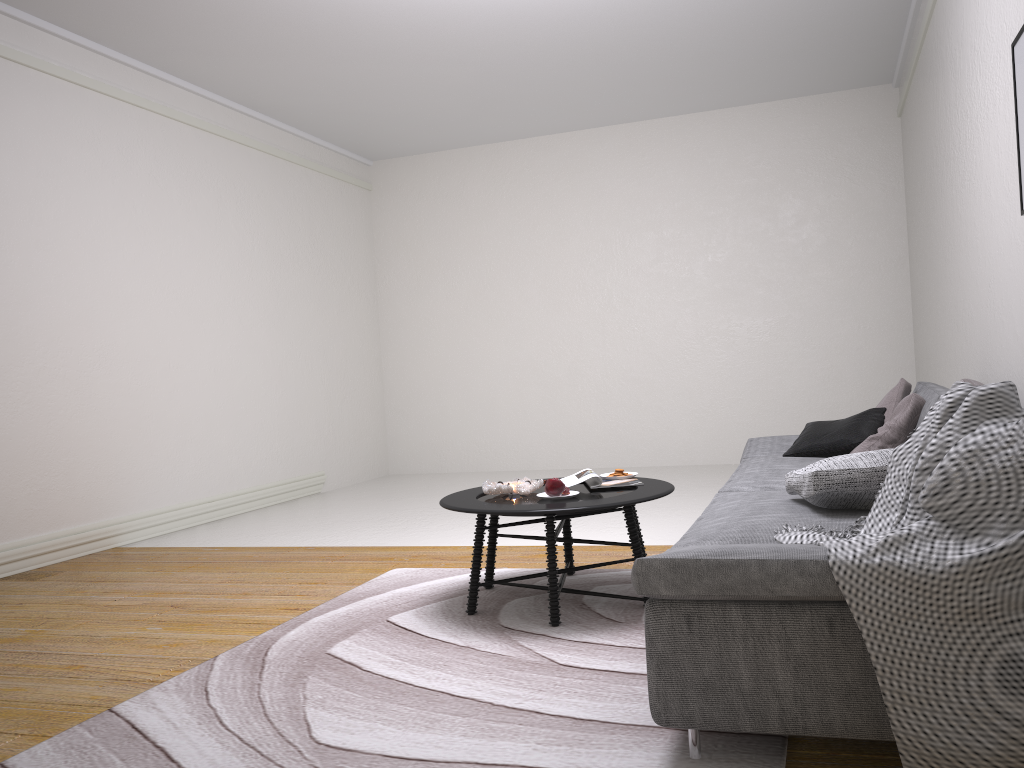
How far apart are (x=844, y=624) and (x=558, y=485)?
1.6 meters

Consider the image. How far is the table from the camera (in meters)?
3.13

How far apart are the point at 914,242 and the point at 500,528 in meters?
4.1 m

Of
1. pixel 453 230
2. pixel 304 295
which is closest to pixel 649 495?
pixel 304 295

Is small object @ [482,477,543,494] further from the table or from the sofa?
the sofa

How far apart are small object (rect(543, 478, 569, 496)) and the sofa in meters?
0.6 m

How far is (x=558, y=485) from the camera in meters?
3.4 m

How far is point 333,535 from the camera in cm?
561

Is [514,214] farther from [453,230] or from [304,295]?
[304,295]

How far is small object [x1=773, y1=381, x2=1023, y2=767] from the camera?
1.7m
